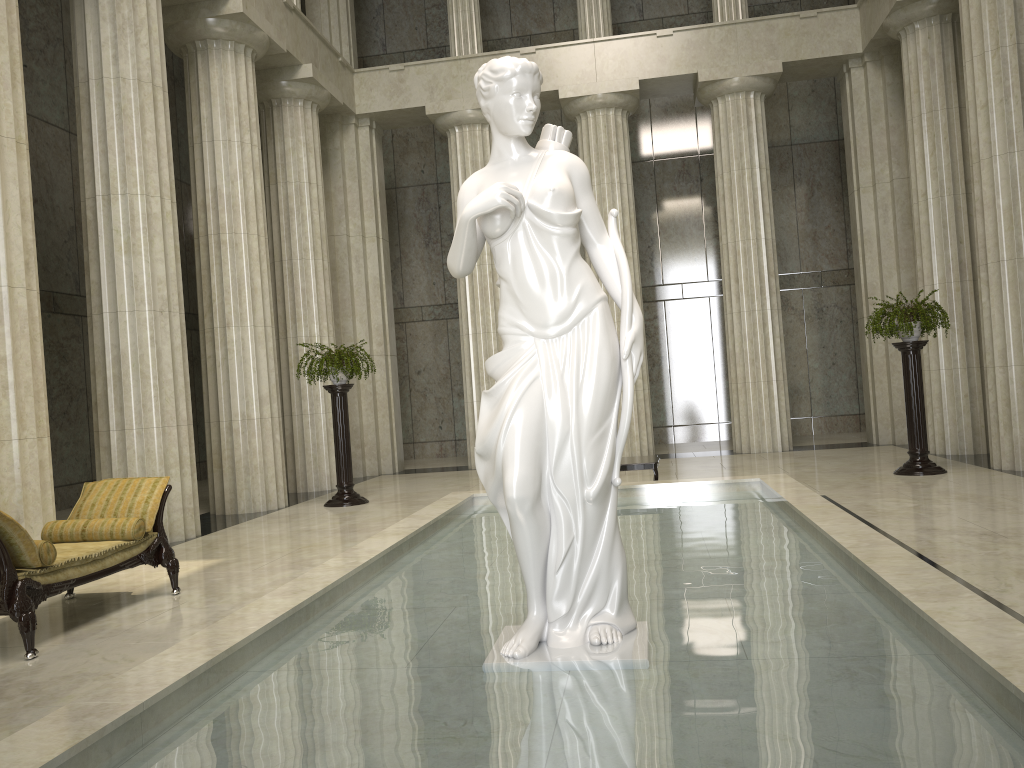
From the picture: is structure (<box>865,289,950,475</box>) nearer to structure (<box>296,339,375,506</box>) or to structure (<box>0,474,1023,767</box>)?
structure (<box>0,474,1023,767</box>)

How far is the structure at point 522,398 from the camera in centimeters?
409cm

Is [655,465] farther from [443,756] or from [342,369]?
[443,756]

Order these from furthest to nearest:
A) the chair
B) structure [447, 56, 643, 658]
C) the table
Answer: the table, the chair, structure [447, 56, 643, 658]

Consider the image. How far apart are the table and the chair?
5.2 meters

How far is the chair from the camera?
5.4m

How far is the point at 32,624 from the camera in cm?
543

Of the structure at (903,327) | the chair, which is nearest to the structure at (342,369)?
the chair

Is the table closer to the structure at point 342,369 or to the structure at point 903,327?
the structure at point 903,327

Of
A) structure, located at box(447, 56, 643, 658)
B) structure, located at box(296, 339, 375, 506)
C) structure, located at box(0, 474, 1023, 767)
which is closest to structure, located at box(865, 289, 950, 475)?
structure, located at box(0, 474, 1023, 767)
